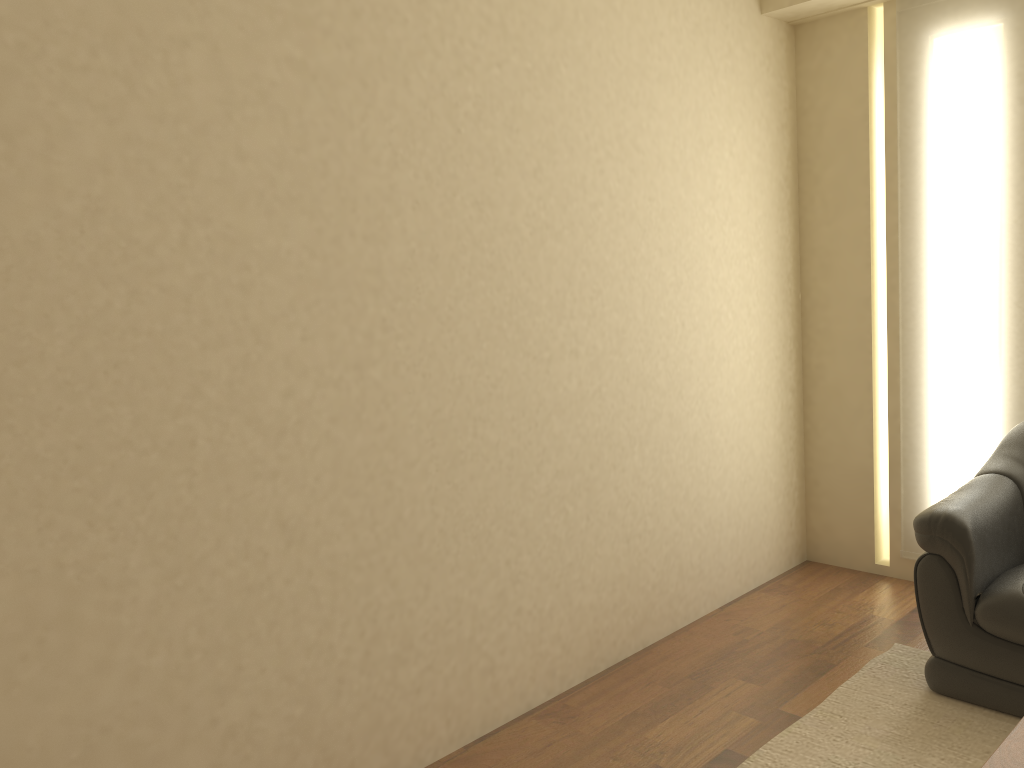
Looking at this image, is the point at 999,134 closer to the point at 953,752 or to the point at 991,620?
the point at 991,620

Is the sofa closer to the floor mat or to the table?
the floor mat

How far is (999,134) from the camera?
3.6m

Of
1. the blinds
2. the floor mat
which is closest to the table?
the floor mat

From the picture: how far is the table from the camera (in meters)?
1.79

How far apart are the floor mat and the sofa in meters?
0.0

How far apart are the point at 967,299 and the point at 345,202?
2.7m

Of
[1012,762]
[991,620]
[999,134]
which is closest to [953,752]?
[991,620]

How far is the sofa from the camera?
2.85m

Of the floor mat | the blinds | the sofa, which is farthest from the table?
the blinds
